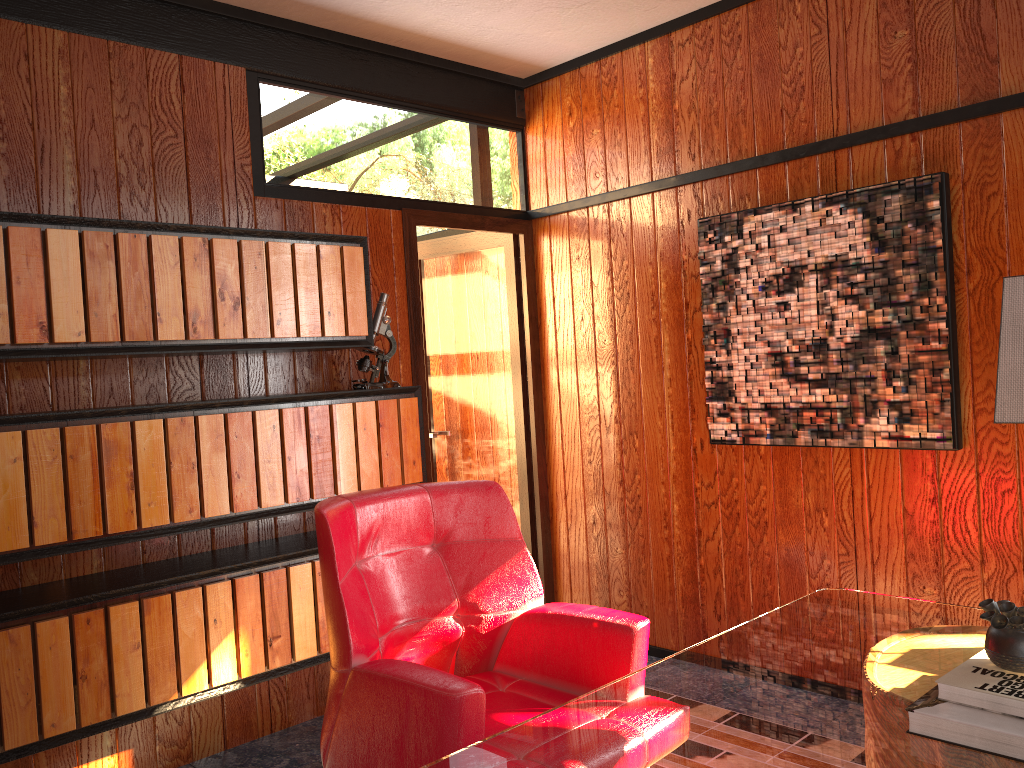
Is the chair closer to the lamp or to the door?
the lamp

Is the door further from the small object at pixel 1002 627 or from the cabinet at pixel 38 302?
the small object at pixel 1002 627

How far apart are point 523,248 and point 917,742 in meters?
3.0 m

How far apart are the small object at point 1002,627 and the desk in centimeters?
15cm

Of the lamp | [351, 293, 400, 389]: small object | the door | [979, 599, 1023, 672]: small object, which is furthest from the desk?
the door

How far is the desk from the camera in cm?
137

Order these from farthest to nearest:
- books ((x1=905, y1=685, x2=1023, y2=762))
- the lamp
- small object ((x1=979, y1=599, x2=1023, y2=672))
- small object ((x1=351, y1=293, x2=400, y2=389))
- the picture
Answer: small object ((x1=351, y1=293, x2=400, y2=389)) → the picture → the lamp → small object ((x1=979, y1=599, x2=1023, y2=672)) → books ((x1=905, y1=685, x2=1023, y2=762))

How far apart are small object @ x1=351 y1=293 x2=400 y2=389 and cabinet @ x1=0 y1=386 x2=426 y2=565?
0.0m

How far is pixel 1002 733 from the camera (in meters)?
1.31

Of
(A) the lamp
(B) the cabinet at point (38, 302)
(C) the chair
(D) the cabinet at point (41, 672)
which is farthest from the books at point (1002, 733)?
(B) the cabinet at point (38, 302)
